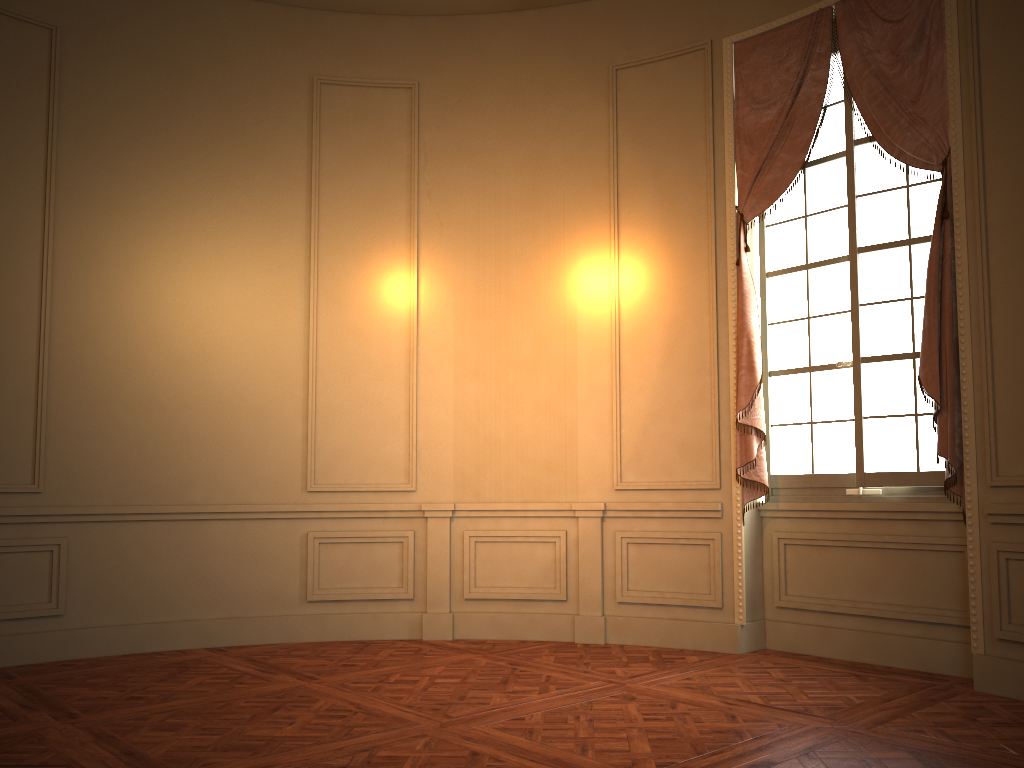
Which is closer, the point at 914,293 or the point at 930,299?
the point at 930,299

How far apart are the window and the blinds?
0.11m

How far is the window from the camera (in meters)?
4.78

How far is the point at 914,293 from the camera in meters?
4.8

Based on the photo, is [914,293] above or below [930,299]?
above

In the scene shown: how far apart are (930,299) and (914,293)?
0.37m

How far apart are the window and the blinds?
0.11m

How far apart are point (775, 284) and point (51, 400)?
4.40m

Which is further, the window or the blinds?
the window

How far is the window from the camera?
4.8m
